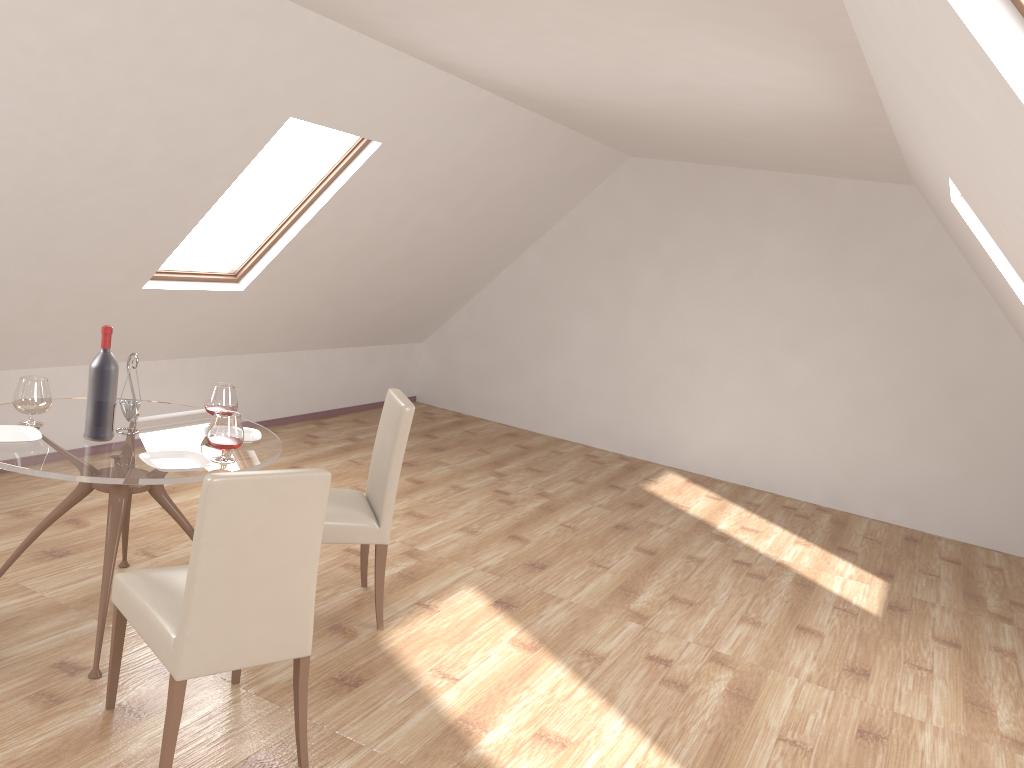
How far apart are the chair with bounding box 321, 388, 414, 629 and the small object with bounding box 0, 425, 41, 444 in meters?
1.1 m

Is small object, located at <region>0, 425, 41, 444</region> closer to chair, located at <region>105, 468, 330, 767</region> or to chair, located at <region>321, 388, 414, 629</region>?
chair, located at <region>105, 468, 330, 767</region>

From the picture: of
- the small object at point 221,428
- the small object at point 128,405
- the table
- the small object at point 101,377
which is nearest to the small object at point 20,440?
the table

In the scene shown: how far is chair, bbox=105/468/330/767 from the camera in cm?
248

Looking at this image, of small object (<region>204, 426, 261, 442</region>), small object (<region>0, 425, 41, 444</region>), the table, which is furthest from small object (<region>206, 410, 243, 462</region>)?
small object (<region>0, 425, 41, 444</region>)

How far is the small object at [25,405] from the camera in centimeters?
335cm

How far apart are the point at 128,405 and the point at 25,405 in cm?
36

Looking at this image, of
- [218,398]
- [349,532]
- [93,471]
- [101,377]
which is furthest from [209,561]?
[218,398]

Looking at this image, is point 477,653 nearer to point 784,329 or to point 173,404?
point 173,404

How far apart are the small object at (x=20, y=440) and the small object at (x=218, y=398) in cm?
68
